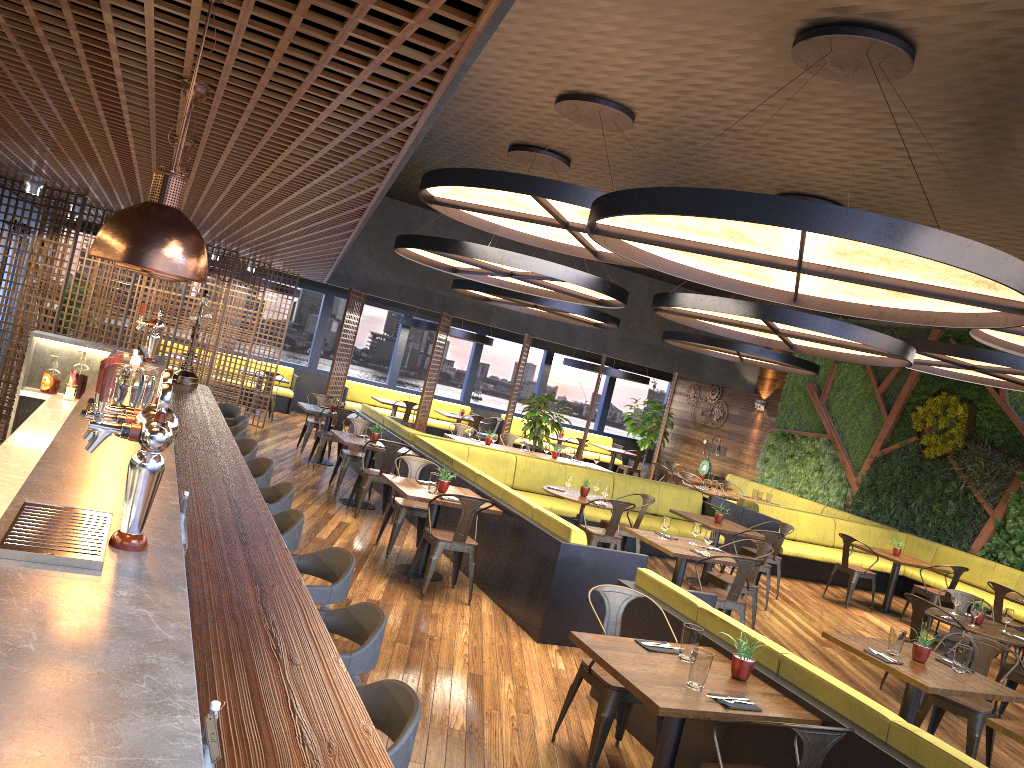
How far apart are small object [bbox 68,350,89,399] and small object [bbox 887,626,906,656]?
6.3 meters

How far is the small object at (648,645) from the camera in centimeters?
460cm

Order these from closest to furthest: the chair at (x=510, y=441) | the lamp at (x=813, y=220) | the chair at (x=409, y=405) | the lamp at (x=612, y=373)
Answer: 1. the lamp at (x=813, y=220)
2. the chair at (x=510, y=441)
3. the chair at (x=409, y=405)
4. the lamp at (x=612, y=373)

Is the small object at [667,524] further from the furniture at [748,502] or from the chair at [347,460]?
the furniture at [748,502]

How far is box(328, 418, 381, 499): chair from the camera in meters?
10.9 m

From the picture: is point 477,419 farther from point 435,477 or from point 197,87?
point 197,87

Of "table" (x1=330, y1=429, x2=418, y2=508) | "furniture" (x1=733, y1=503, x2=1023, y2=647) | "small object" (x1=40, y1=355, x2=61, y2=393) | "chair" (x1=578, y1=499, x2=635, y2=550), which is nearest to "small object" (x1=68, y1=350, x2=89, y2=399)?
"small object" (x1=40, y1=355, x2=61, y2=393)

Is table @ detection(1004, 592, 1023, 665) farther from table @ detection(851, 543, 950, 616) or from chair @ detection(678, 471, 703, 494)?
chair @ detection(678, 471, 703, 494)

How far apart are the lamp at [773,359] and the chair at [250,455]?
9.7 meters

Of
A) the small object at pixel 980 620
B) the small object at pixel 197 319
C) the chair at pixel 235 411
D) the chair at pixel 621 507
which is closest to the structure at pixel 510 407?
the chair at pixel 621 507
